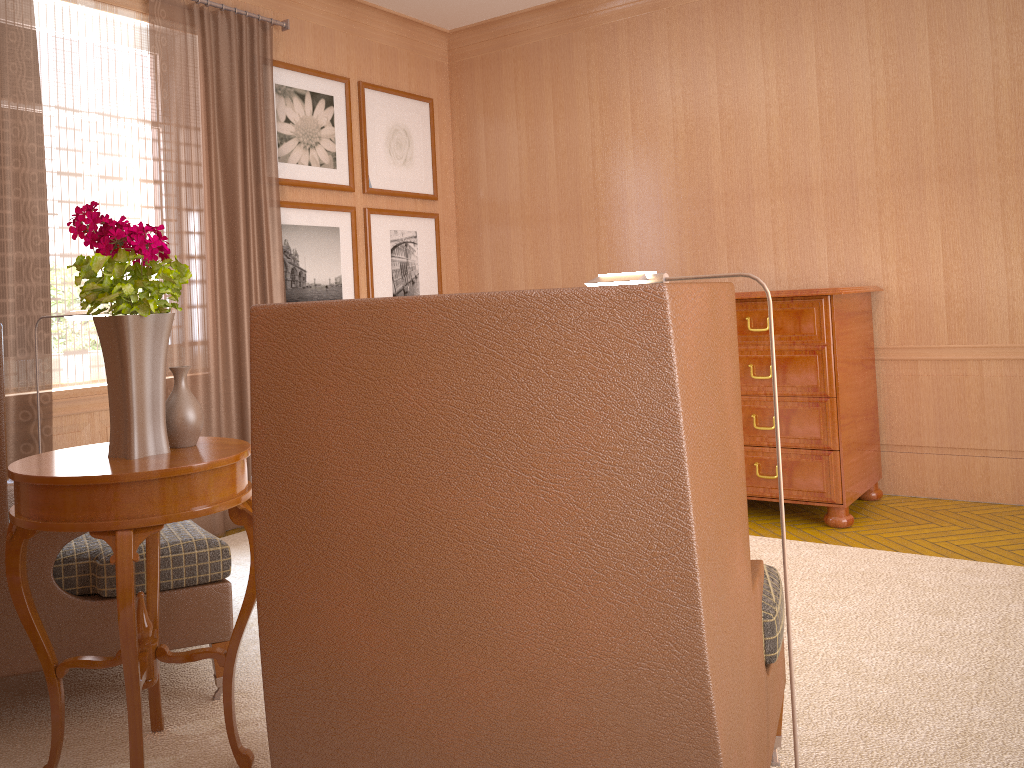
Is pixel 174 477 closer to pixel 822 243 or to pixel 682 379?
pixel 682 379

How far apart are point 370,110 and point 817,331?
5.34m

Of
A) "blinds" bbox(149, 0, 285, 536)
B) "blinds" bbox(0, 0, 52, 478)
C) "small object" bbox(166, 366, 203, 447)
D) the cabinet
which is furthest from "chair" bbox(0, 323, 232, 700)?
the cabinet

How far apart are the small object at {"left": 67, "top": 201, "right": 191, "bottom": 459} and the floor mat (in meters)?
1.45

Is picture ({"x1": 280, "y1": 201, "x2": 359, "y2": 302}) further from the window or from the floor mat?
the floor mat

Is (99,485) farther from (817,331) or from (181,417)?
(817,331)

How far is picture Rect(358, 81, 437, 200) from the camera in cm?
958

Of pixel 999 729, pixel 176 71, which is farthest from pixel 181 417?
pixel 176 71

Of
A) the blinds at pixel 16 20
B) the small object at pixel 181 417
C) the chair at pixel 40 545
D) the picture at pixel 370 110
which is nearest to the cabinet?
the picture at pixel 370 110

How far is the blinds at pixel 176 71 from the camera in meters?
7.5
